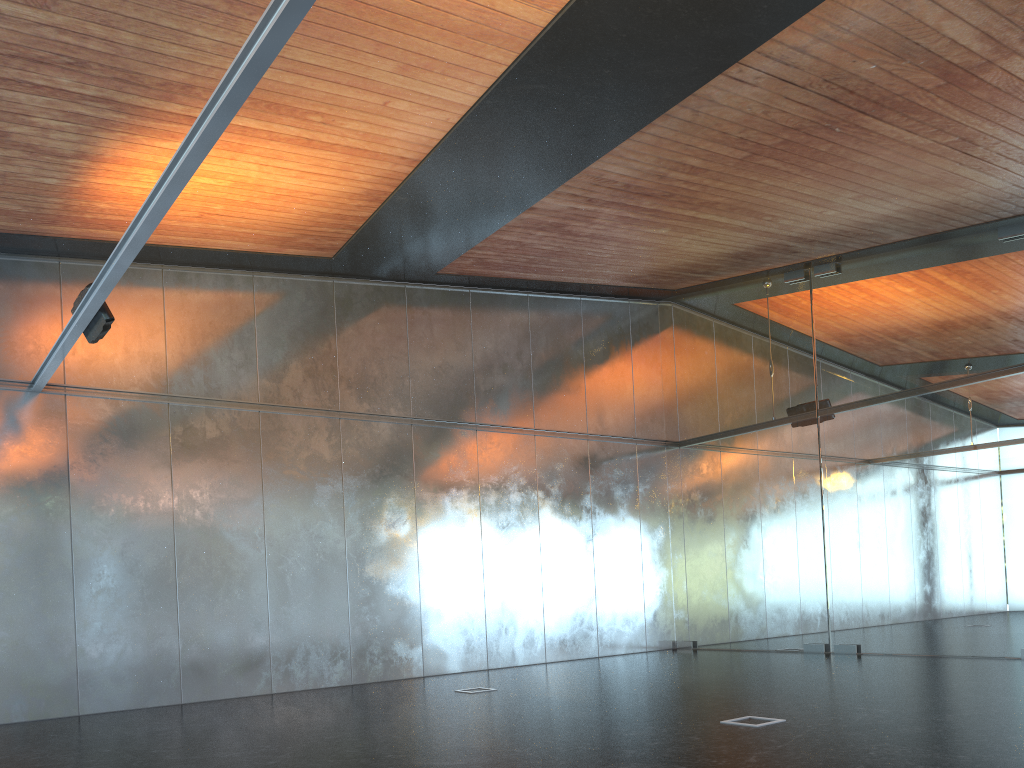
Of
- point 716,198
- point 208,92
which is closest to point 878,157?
point 716,198
